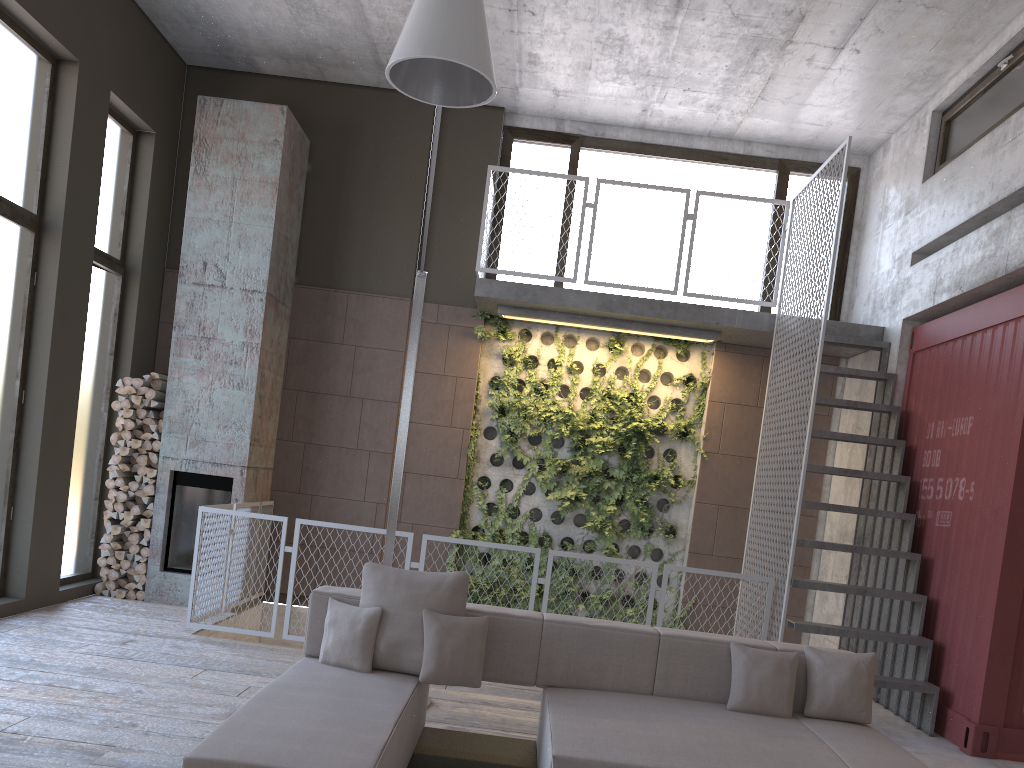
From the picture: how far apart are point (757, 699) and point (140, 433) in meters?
6.0 m

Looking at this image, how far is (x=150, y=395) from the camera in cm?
789

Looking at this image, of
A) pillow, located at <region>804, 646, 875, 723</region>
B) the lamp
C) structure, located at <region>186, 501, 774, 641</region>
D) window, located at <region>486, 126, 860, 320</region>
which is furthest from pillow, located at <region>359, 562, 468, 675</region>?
window, located at <region>486, 126, 860, 320</region>

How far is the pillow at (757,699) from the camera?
4.28m

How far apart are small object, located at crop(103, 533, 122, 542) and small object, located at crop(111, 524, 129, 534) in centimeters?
8cm

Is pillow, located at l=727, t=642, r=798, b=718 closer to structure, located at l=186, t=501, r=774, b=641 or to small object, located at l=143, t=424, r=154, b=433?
structure, located at l=186, t=501, r=774, b=641

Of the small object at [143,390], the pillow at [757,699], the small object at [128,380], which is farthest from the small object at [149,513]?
the pillow at [757,699]

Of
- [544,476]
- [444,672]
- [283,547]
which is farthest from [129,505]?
[444,672]

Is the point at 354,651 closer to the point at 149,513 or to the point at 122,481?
the point at 149,513

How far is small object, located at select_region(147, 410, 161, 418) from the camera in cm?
794
